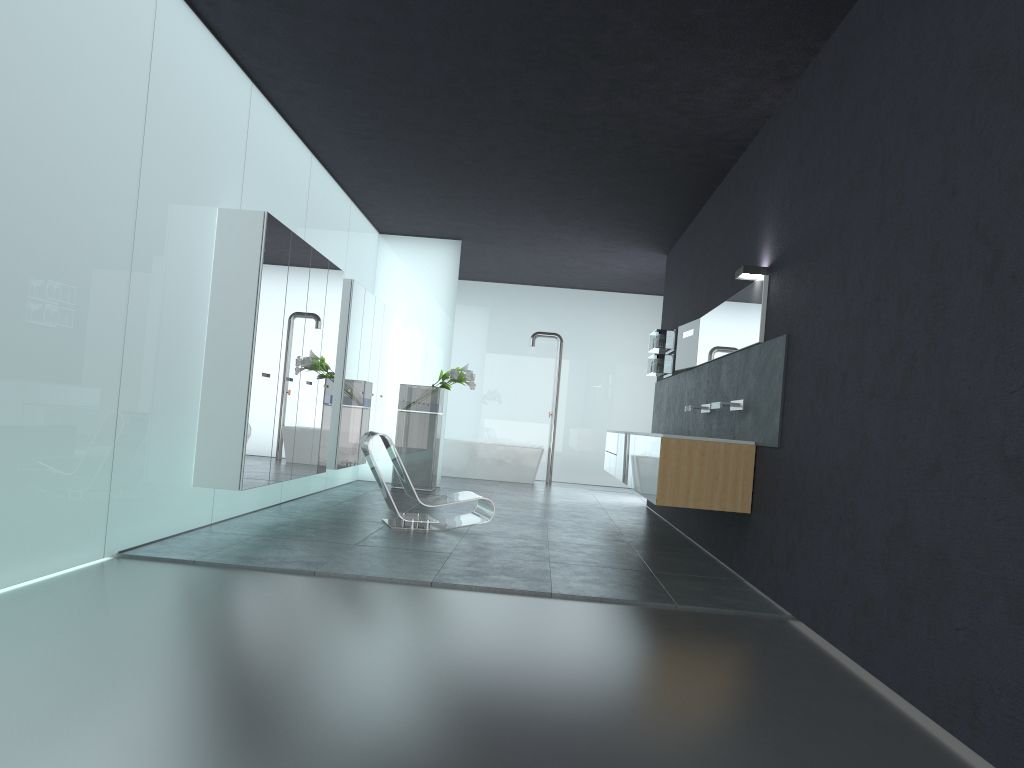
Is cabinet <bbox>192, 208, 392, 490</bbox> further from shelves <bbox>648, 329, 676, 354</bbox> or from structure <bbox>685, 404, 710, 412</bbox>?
structure <bbox>685, 404, 710, 412</bbox>

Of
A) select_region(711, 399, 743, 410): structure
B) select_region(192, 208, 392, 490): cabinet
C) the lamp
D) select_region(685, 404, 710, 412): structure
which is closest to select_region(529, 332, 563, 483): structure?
select_region(192, 208, 392, 490): cabinet

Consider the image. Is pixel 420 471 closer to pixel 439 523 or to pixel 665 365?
pixel 665 365

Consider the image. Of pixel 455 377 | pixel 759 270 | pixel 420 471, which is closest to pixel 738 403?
pixel 759 270

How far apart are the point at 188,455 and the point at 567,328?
11.1m

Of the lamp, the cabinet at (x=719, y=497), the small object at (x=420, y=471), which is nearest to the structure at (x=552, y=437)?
the small object at (x=420, y=471)

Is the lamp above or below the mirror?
above

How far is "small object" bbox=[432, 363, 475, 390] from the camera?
12.4m

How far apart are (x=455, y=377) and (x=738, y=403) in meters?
5.7 m

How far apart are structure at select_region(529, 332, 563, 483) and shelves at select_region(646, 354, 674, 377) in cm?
418
